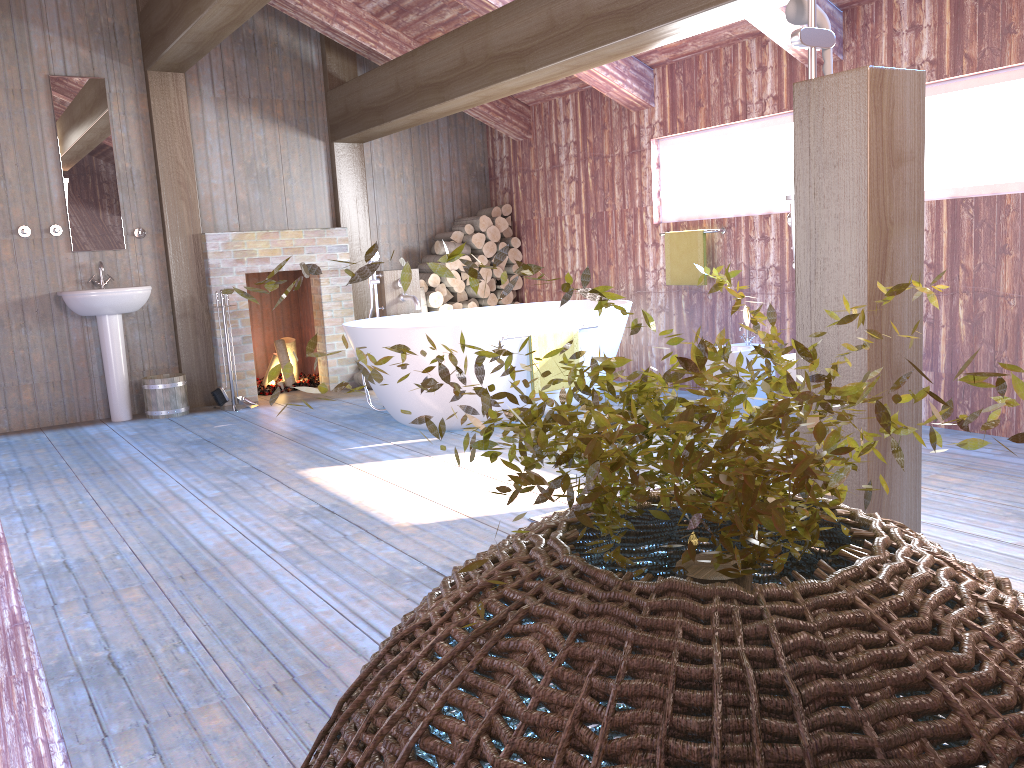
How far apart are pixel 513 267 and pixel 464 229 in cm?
54

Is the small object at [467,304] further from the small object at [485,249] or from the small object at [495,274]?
the small object at [485,249]

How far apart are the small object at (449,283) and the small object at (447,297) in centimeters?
19cm

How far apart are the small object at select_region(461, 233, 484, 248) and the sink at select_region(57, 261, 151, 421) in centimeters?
260cm

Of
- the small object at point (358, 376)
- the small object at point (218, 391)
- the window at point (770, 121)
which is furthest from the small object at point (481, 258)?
the small object at point (218, 391)

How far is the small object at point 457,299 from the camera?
7.61m

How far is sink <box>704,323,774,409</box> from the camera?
5.2 meters

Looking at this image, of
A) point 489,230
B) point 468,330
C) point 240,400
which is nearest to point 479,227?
point 489,230

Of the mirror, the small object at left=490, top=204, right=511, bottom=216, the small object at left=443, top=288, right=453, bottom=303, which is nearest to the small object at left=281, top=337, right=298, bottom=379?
the small object at left=443, top=288, right=453, bottom=303

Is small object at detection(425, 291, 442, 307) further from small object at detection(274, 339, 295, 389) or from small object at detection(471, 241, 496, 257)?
small object at detection(274, 339, 295, 389)
